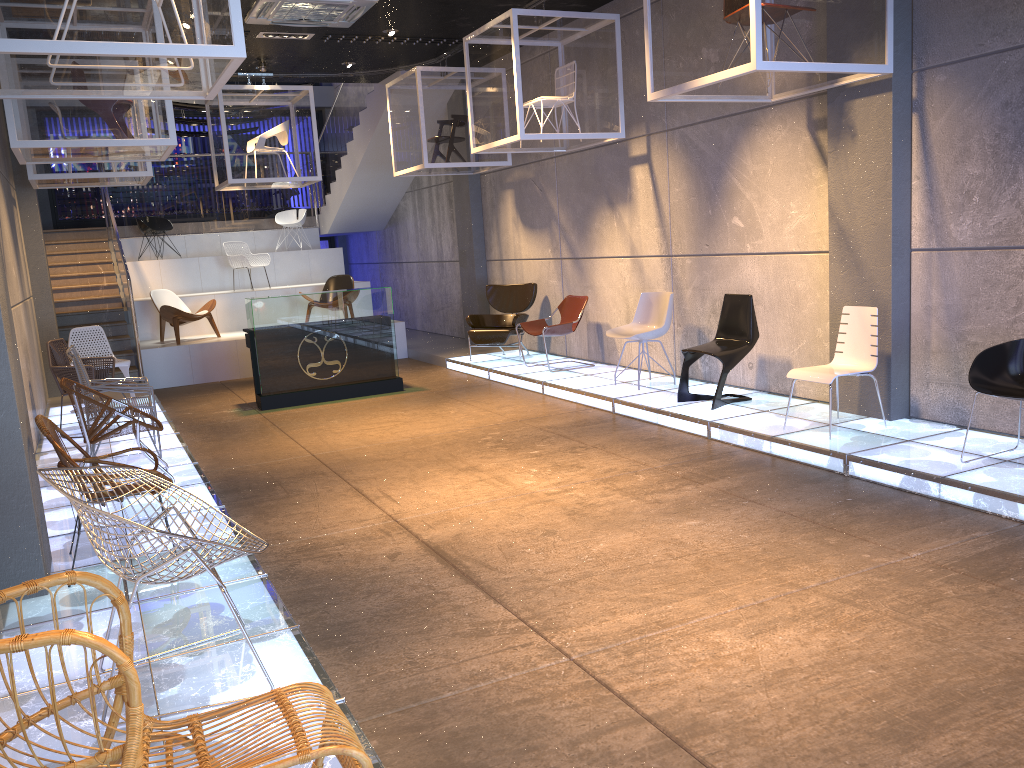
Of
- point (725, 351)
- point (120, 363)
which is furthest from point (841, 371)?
point (120, 363)

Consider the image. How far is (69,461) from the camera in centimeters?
421cm

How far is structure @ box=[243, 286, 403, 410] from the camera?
9.63m

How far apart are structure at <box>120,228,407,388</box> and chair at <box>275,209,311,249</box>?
0.4 meters

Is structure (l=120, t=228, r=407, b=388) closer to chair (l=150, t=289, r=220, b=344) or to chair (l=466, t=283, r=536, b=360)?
chair (l=150, t=289, r=220, b=344)

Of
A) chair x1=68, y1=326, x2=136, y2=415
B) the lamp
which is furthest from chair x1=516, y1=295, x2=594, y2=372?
chair x1=68, y1=326, x2=136, y2=415

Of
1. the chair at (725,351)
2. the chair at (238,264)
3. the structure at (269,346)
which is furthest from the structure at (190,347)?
Answer: the chair at (725,351)

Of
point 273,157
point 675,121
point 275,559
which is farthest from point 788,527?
point 273,157

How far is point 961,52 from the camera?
Result: 5.8 meters

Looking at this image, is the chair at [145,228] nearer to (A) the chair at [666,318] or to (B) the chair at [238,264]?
(B) the chair at [238,264]
